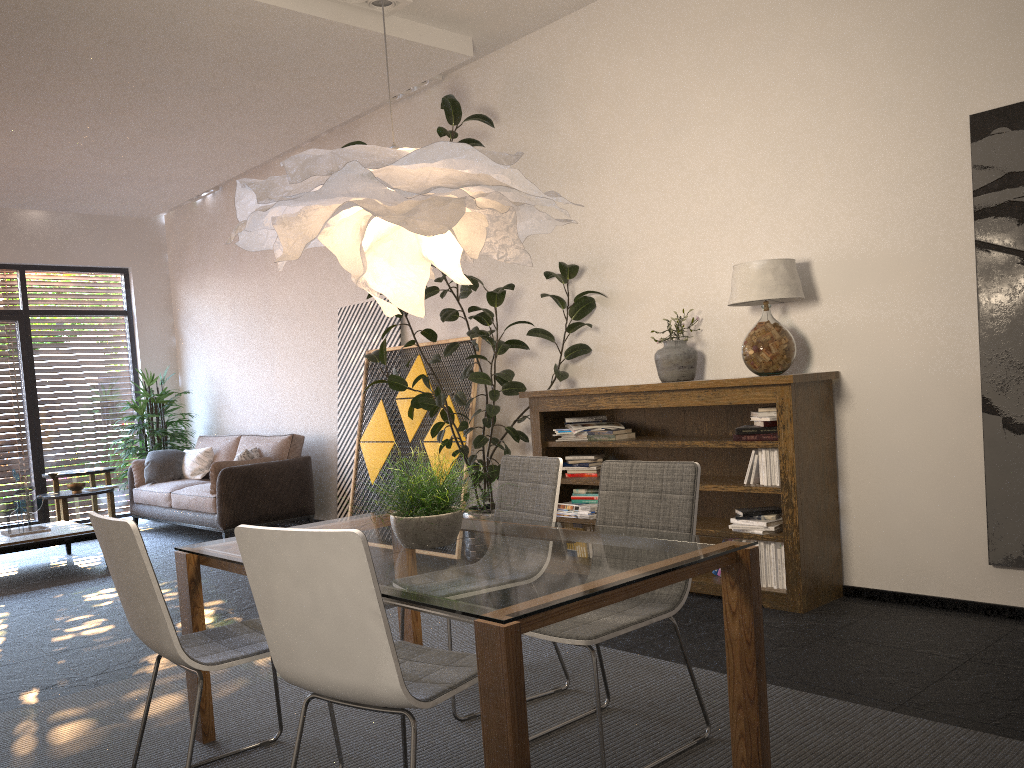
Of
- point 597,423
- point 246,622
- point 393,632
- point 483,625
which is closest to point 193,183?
point 597,423

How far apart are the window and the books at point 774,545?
8.3m

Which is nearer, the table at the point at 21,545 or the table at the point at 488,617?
the table at the point at 488,617

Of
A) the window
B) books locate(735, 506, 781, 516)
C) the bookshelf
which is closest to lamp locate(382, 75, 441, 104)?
the bookshelf

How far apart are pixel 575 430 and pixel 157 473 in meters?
5.3 m

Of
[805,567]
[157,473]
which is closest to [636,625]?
[805,567]

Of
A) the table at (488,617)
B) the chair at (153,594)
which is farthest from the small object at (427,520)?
the chair at (153,594)

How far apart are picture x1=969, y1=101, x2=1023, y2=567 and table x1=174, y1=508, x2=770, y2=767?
2.1 meters

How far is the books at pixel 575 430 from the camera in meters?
5.4 m

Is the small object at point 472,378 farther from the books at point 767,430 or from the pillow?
the pillow
